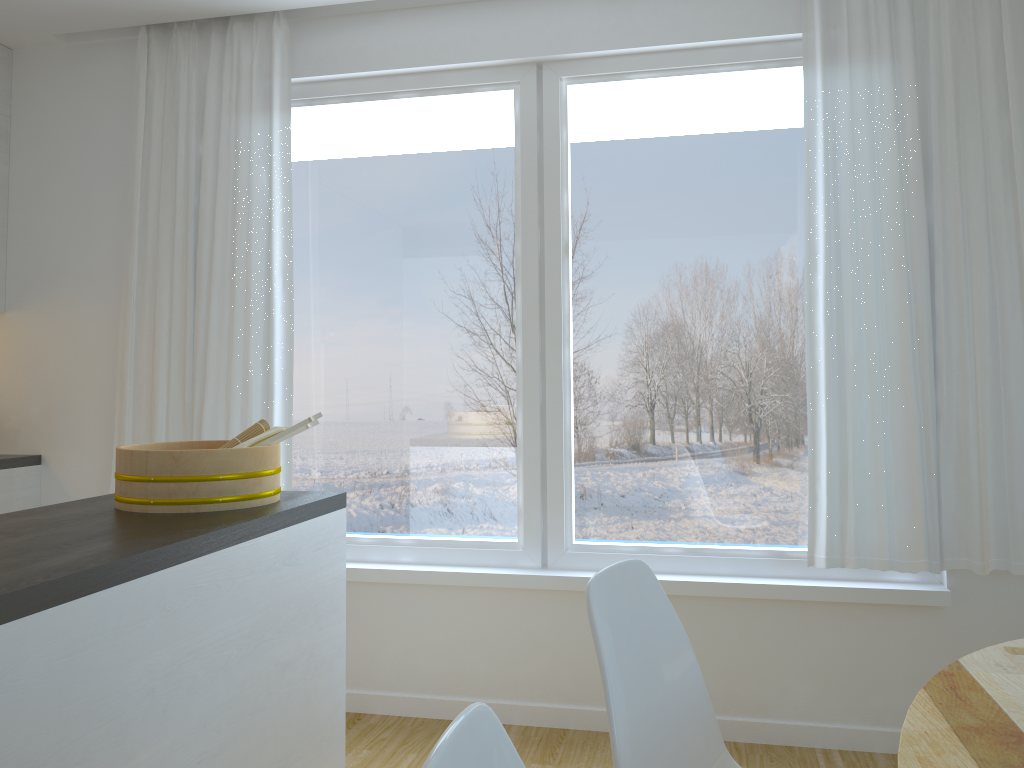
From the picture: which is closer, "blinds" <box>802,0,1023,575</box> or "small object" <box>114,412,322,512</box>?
"small object" <box>114,412,322,512</box>

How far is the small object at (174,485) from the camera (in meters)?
1.97

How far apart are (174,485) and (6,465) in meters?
2.0

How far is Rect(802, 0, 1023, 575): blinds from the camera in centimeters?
286cm

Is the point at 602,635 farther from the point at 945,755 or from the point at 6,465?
the point at 6,465

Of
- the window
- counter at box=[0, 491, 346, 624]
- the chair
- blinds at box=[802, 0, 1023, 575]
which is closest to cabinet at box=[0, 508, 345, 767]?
counter at box=[0, 491, 346, 624]

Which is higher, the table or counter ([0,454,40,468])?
counter ([0,454,40,468])

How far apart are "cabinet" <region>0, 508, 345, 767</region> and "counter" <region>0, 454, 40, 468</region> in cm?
199

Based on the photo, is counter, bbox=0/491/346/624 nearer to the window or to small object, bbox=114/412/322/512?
small object, bbox=114/412/322/512

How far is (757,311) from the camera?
3.19m
